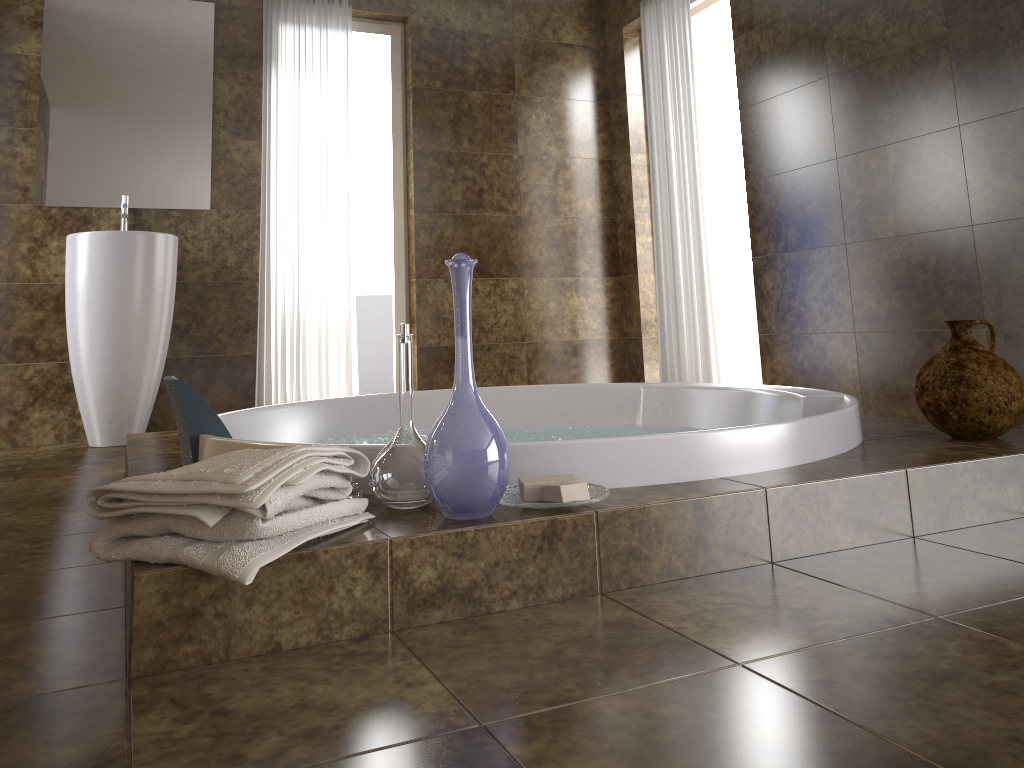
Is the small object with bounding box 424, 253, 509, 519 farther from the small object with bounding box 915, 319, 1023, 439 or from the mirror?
the mirror

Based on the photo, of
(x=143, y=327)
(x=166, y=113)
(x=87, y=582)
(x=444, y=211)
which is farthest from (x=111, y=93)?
(x=87, y=582)

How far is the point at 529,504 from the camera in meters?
1.4 m

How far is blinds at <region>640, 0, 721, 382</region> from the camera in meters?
4.3 m

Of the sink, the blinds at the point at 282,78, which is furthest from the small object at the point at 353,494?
the blinds at the point at 282,78

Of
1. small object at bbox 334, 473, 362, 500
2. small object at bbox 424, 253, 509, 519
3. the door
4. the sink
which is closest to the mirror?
the sink

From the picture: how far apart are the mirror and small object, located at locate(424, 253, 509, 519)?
3.2 meters

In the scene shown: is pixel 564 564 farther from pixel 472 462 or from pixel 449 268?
pixel 449 268

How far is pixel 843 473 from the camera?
1.7m

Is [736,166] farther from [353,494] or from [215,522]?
[215,522]
